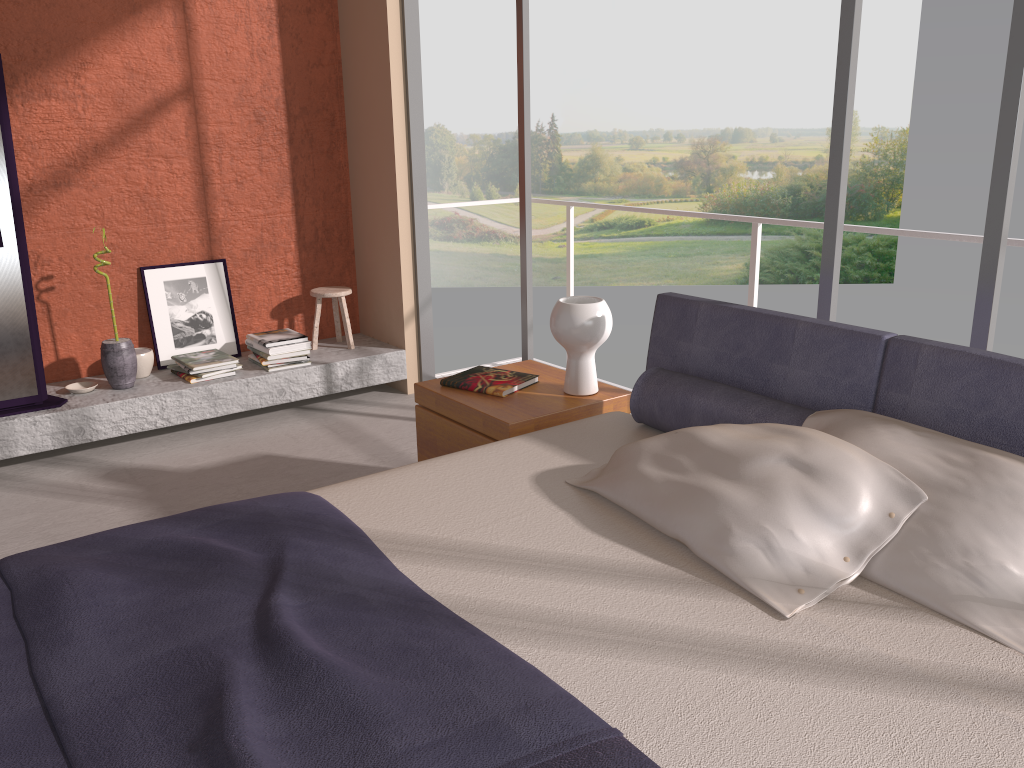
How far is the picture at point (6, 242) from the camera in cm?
397

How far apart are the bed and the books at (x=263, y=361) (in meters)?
2.40

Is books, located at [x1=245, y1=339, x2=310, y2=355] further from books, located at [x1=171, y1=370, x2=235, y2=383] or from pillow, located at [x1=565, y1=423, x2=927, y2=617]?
pillow, located at [x1=565, y1=423, x2=927, y2=617]

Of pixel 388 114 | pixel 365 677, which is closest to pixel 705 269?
pixel 388 114

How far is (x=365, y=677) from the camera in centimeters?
150cm

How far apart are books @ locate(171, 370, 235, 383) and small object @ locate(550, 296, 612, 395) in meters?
2.3

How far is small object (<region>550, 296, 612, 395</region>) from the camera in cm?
307

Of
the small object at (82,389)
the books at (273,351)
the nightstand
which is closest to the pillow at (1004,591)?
the nightstand

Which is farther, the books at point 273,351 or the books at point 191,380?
the books at point 273,351

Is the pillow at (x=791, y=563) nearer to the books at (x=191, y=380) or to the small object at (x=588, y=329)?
the small object at (x=588, y=329)
